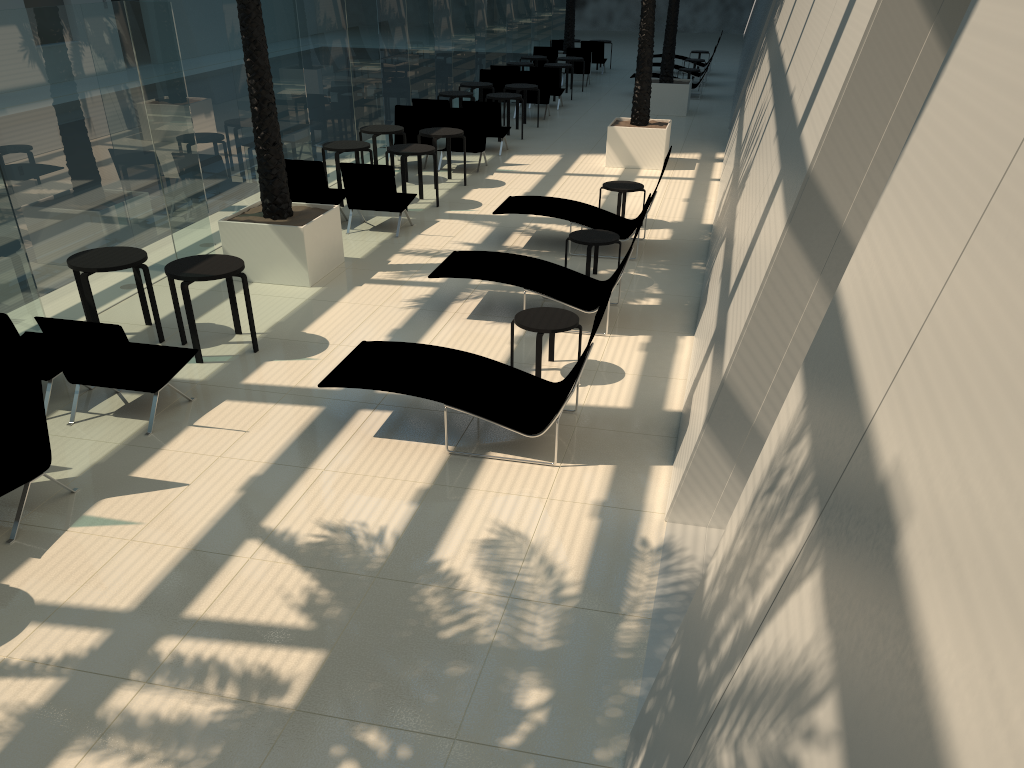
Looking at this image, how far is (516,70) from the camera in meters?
21.7

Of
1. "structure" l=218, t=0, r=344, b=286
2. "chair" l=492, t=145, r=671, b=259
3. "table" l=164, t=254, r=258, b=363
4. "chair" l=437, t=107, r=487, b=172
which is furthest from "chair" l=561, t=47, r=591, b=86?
"table" l=164, t=254, r=258, b=363

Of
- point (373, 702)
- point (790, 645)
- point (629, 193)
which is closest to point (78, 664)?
point (373, 702)

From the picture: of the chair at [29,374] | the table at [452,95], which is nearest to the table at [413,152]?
the table at [452,95]

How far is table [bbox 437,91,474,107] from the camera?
17.9m

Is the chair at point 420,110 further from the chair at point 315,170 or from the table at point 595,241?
the table at point 595,241

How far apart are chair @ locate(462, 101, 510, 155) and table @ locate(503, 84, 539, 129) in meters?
2.2

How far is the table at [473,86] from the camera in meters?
19.2 m

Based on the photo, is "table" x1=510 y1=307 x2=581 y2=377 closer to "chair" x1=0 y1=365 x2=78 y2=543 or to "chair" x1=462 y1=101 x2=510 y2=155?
"chair" x1=0 y1=365 x2=78 y2=543

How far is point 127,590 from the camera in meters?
5.0 m
